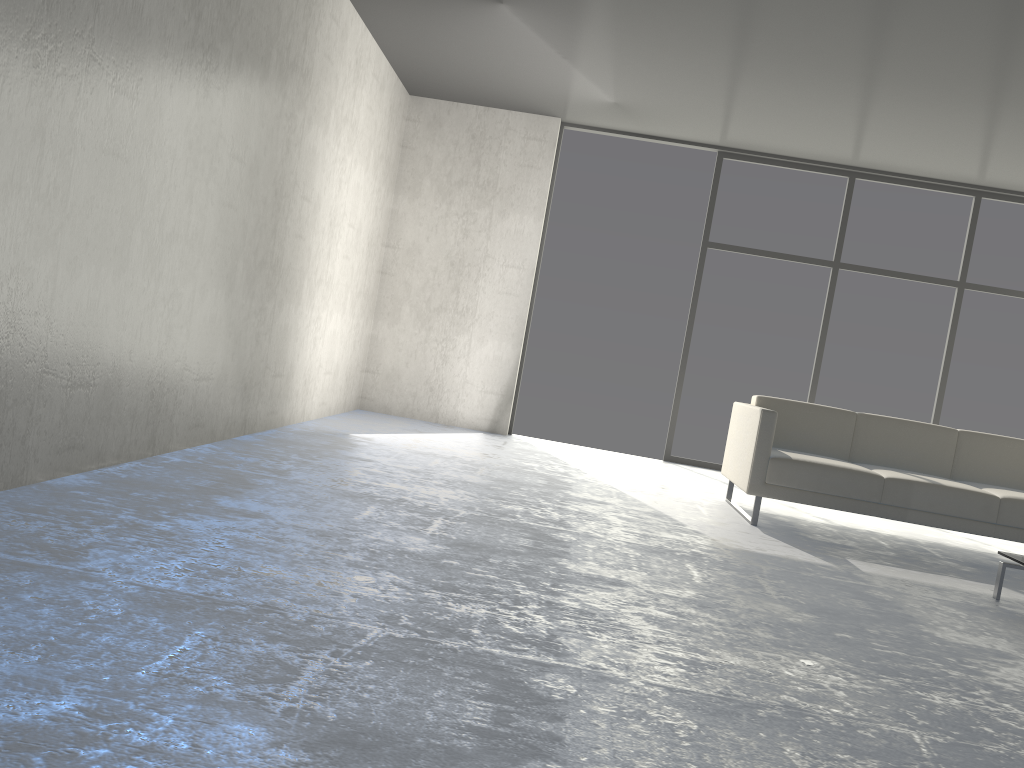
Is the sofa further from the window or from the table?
the window

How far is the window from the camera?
6.8m

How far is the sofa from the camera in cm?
441

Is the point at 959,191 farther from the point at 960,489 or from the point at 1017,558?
the point at 1017,558

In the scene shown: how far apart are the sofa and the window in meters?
1.8

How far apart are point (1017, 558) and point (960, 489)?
0.9m

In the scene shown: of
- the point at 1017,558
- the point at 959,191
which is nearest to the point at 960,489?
the point at 1017,558

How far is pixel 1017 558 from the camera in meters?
3.6

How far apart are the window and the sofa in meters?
1.8

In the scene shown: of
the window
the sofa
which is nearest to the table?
the sofa
